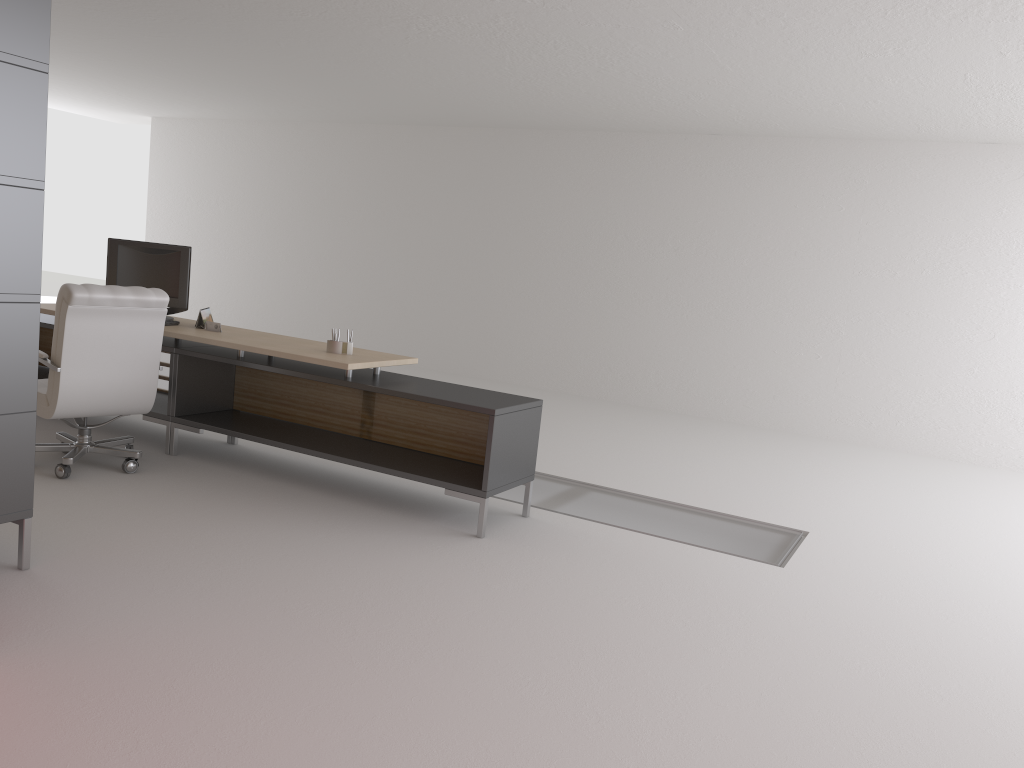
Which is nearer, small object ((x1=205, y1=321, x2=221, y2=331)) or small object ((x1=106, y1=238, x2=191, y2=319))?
small object ((x1=205, y1=321, x2=221, y2=331))

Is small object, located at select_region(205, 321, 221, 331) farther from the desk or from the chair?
the chair

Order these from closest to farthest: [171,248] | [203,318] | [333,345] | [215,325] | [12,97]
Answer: [12,97], [333,345], [215,325], [203,318], [171,248]

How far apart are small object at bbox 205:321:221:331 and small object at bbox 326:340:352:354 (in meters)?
1.42

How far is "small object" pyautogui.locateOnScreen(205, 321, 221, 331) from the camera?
8.6m

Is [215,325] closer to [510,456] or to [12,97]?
[510,456]

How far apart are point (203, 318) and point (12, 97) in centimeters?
390cm

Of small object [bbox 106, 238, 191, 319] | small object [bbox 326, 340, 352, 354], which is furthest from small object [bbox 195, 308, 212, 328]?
small object [bbox 326, 340, 352, 354]

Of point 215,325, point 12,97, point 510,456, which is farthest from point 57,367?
point 510,456

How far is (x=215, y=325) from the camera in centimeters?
856cm
